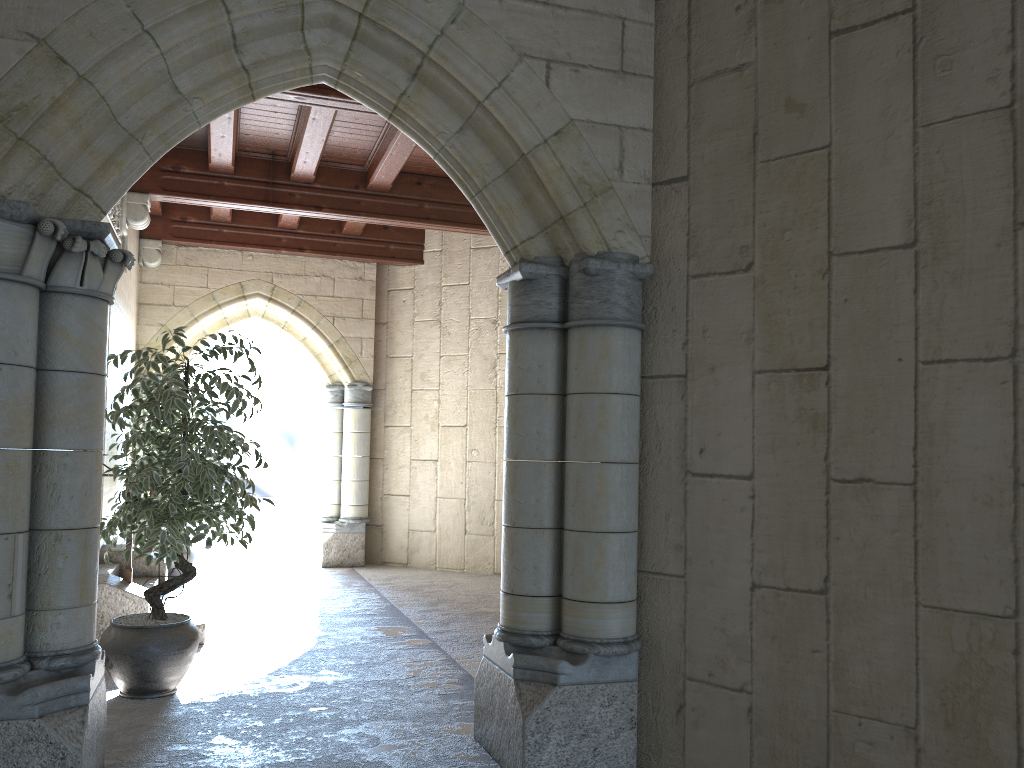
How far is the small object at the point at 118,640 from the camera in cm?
368

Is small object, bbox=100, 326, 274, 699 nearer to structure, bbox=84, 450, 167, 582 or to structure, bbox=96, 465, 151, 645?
structure, bbox=96, 465, 151, 645

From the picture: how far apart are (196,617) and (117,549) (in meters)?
1.28

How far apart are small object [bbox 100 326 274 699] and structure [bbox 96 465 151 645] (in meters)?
0.50

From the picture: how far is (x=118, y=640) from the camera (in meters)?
3.68

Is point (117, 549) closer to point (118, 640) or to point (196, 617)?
point (196, 617)

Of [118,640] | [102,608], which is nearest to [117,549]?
[102,608]

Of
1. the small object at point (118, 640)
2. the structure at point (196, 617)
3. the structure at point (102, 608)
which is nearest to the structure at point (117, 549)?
the structure at point (196, 617)

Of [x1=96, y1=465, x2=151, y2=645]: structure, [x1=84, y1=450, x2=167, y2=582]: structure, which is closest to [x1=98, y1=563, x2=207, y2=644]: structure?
[x1=84, y1=450, x2=167, y2=582]: structure

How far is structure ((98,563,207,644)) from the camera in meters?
5.0
